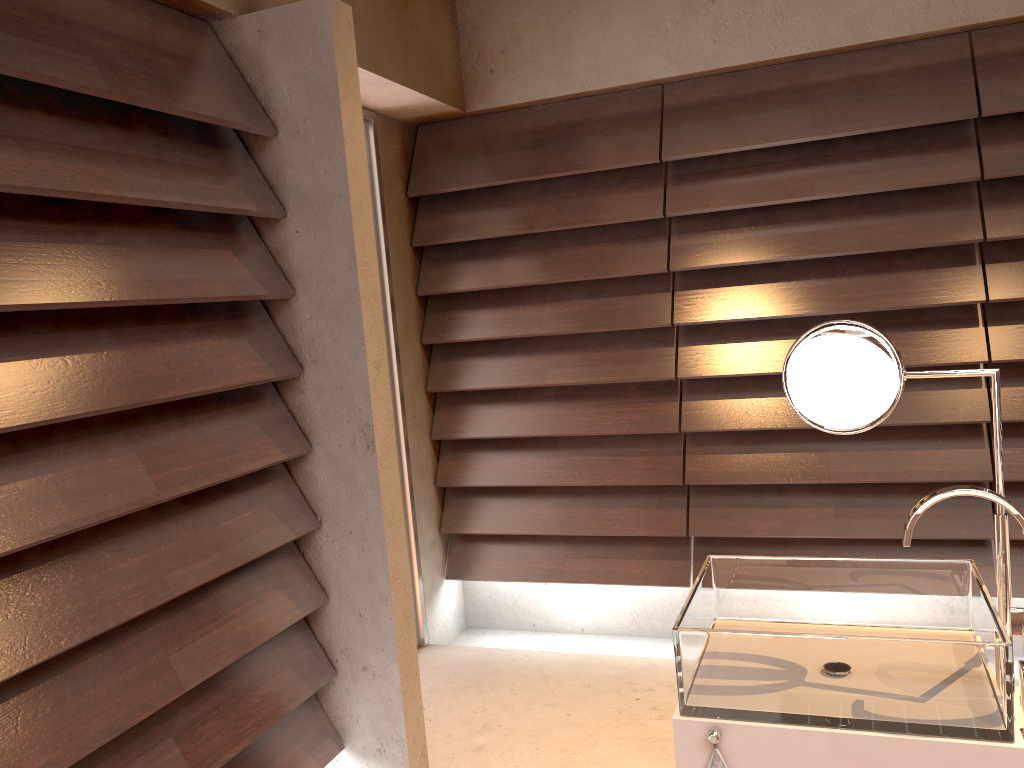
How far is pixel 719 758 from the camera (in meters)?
1.19

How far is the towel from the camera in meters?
1.2

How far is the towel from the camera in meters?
1.2 m

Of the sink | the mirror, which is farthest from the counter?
the mirror

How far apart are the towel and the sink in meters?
0.0 m

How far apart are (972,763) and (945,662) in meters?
0.1

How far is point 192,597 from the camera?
1.86m

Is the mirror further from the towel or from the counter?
the towel

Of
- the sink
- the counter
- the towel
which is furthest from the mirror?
the towel

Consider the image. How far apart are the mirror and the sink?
0.03m
